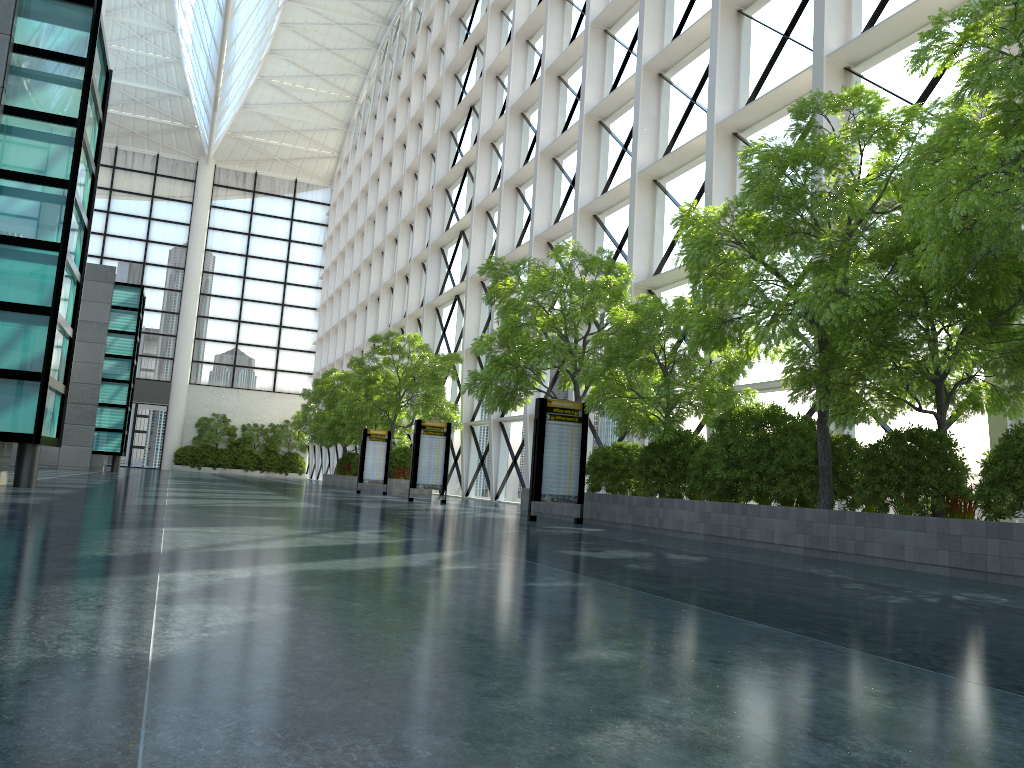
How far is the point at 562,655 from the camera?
3.7m
